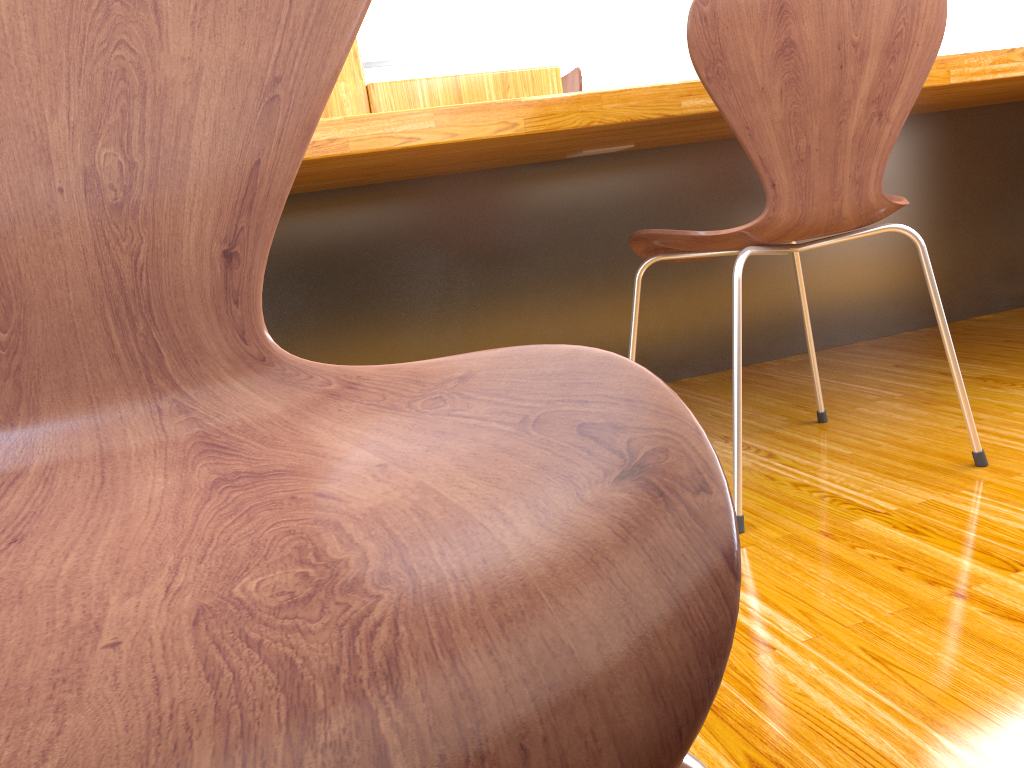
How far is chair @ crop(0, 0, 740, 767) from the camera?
0.2m

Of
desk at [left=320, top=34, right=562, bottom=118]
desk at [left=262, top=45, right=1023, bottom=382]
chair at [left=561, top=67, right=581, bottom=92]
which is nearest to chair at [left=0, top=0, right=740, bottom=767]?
desk at [left=262, top=45, right=1023, bottom=382]

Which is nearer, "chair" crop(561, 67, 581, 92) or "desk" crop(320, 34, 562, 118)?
"desk" crop(320, 34, 562, 118)

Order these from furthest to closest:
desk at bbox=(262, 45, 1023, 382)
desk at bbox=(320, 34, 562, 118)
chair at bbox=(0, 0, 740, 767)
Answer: desk at bbox=(320, 34, 562, 118) < desk at bbox=(262, 45, 1023, 382) < chair at bbox=(0, 0, 740, 767)

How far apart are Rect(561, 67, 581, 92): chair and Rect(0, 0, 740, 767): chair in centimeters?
261cm

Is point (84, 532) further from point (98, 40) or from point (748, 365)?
point (748, 365)

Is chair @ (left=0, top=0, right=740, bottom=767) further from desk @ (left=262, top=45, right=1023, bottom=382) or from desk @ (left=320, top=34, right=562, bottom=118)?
desk @ (left=320, top=34, right=562, bottom=118)

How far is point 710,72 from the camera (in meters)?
1.09

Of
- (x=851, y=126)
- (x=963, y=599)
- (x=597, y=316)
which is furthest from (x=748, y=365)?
(x=963, y=599)

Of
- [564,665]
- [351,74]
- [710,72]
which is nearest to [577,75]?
[351,74]
